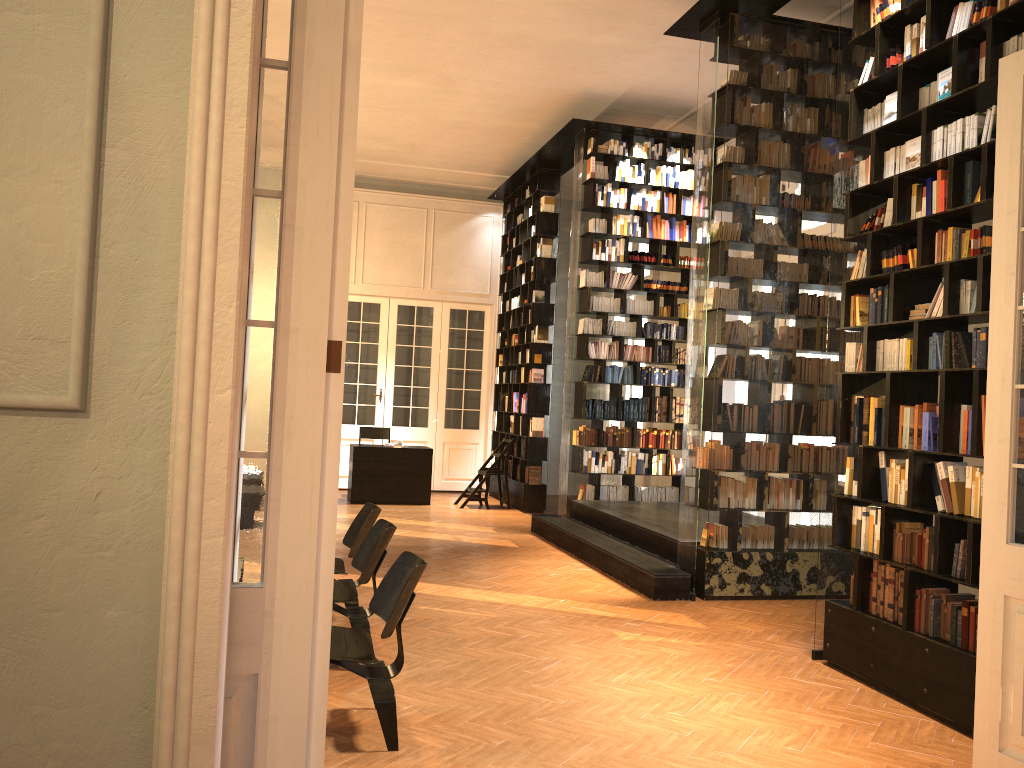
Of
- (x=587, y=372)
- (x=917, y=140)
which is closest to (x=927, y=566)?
(x=917, y=140)

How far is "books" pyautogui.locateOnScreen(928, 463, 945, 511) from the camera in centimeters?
487cm

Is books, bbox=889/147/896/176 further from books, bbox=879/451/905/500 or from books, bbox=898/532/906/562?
books, bbox=898/532/906/562

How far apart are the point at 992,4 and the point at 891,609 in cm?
337

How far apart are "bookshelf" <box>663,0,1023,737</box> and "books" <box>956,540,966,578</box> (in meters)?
0.07

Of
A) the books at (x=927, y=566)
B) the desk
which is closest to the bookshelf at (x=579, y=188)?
the desk

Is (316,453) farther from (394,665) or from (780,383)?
(780,383)

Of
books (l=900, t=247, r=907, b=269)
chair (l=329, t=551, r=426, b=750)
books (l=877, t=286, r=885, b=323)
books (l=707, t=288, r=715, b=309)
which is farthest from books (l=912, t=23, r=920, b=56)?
chair (l=329, t=551, r=426, b=750)

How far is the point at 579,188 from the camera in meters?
10.8 m

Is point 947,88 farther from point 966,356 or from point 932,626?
point 932,626
